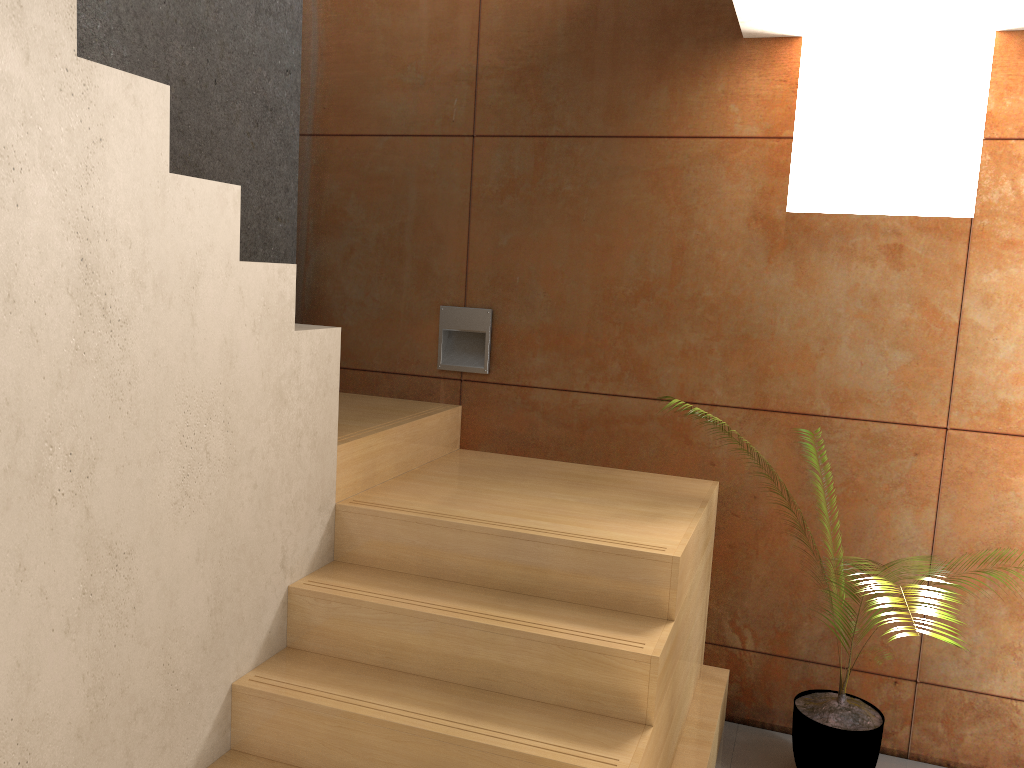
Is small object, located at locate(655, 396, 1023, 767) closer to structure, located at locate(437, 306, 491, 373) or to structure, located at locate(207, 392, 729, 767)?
structure, located at locate(207, 392, 729, 767)

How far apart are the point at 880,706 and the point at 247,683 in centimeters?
225cm

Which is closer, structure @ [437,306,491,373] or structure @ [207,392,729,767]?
structure @ [207,392,729,767]

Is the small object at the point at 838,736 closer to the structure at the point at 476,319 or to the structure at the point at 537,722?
the structure at the point at 537,722

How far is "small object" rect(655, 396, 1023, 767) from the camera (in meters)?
2.83

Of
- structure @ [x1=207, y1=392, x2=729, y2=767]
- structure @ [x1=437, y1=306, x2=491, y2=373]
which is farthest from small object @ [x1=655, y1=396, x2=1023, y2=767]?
structure @ [x1=437, y1=306, x2=491, y2=373]

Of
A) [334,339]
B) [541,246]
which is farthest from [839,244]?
[334,339]

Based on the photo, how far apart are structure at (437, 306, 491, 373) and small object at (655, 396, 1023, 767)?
1.7 meters

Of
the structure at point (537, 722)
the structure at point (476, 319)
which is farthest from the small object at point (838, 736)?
the structure at point (476, 319)

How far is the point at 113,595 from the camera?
1.86m
